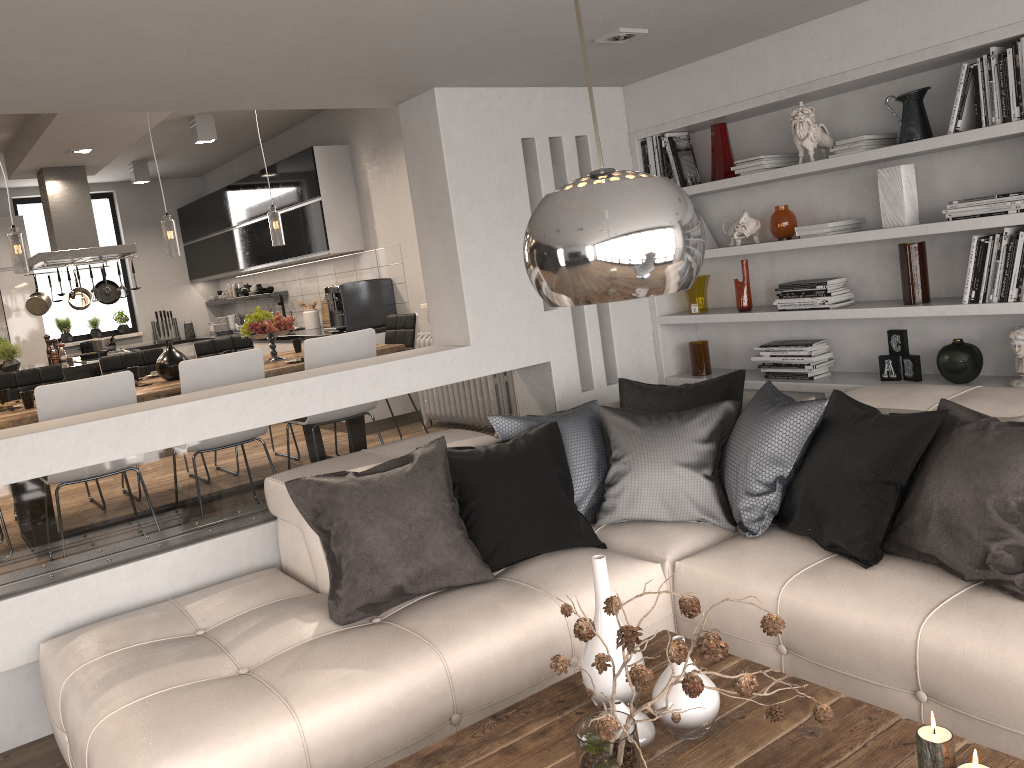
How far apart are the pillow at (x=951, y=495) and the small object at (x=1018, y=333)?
0.76m

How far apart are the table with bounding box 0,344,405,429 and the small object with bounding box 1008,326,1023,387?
3.4 meters

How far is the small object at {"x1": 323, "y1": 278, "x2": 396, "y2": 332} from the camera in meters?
7.2

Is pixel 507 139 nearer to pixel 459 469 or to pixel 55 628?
pixel 459 469

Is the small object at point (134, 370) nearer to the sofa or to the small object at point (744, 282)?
the sofa

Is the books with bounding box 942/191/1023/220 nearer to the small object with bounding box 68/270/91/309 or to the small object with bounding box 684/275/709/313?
the small object with bounding box 684/275/709/313

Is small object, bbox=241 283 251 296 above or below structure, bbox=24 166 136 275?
below

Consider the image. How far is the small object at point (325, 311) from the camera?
8.4 meters

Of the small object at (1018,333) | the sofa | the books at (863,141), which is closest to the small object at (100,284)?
the sofa

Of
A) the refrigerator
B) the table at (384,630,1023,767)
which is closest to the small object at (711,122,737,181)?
the table at (384,630,1023,767)
